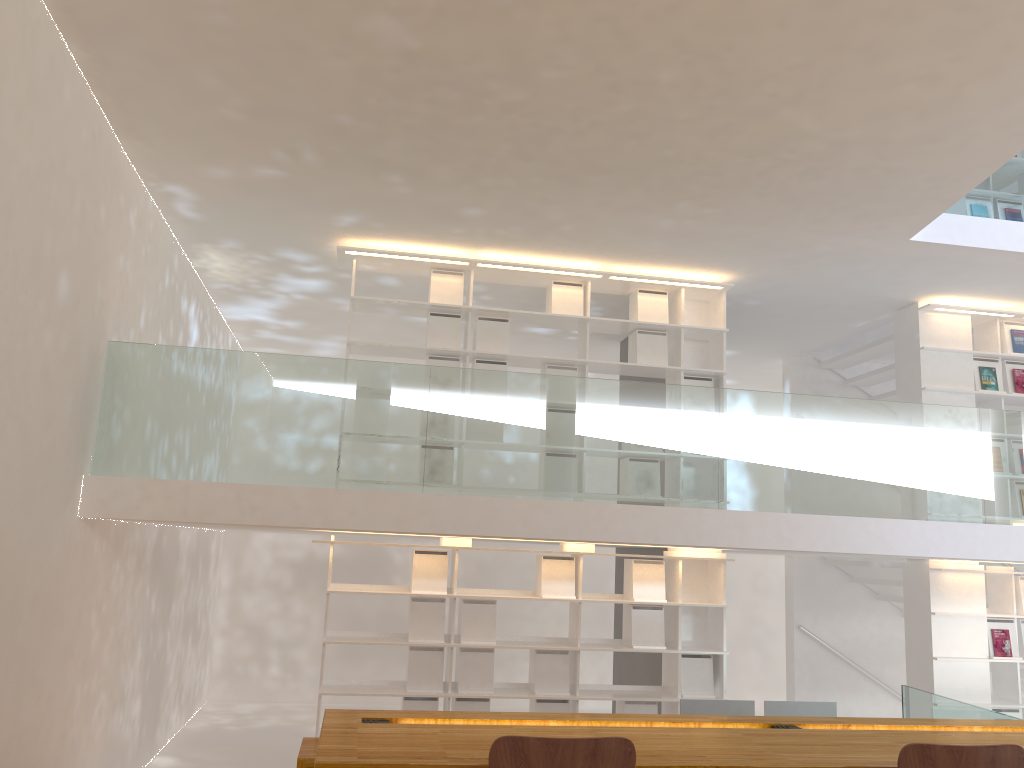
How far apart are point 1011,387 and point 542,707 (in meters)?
4.56

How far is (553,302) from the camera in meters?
6.7 m

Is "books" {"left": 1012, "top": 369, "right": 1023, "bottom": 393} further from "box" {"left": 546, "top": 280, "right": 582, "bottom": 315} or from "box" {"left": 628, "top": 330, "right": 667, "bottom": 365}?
"box" {"left": 546, "top": 280, "right": 582, "bottom": 315}

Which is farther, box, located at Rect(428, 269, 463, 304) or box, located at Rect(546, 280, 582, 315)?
box, located at Rect(546, 280, 582, 315)

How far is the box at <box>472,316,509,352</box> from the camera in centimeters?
657cm

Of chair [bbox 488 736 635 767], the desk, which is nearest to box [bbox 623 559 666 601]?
the desk

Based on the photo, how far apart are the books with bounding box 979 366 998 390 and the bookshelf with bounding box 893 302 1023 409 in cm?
6

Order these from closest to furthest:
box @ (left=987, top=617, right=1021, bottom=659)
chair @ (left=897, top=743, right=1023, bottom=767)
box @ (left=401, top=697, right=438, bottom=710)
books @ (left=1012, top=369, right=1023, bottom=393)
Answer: chair @ (left=897, top=743, right=1023, bottom=767) < box @ (left=401, top=697, right=438, bottom=710) < box @ (left=987, top=617, right=1021, bottom=659) < books @ (left=1012, top=369, right=1023, bottom=393)

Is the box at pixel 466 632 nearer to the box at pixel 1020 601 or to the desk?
the desk

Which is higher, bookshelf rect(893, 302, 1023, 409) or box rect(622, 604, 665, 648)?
bookshelf rect(893, 302, 1023, 409)
